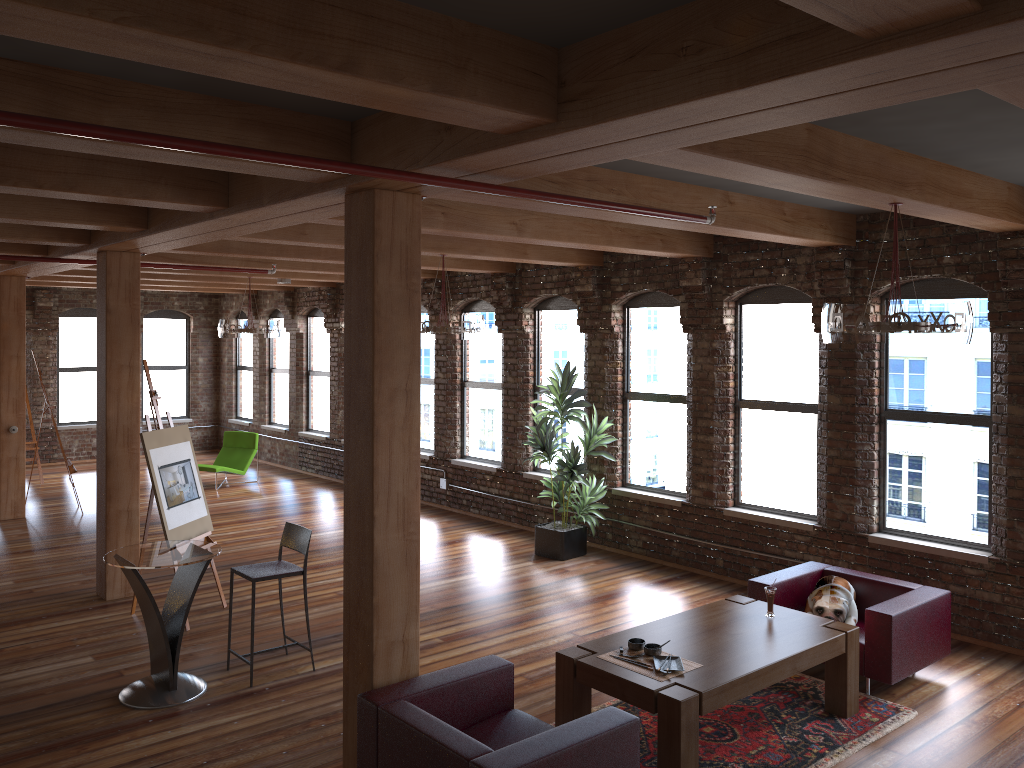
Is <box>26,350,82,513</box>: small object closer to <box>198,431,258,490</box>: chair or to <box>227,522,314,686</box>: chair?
<box>198,431,258,490</box>: chair

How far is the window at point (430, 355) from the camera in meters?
12.6 m

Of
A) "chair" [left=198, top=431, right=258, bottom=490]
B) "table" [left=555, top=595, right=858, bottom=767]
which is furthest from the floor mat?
"chair" [left=198, top=431, right=258, bottom=490]

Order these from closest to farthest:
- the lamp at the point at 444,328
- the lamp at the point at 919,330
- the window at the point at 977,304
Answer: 1. the lamp at the point at 919,330
2. the window at the point at 977,304
3. the lamp at the point at 444,328

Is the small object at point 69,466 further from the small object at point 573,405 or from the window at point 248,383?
the small object at point 573,405

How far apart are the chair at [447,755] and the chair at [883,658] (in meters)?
2.39

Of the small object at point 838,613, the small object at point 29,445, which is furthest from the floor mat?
the small object at point 29,445

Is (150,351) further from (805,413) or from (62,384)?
(805,413)

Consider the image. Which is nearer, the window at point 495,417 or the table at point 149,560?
the table at point 149,560

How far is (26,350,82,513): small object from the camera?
11.6 meters
